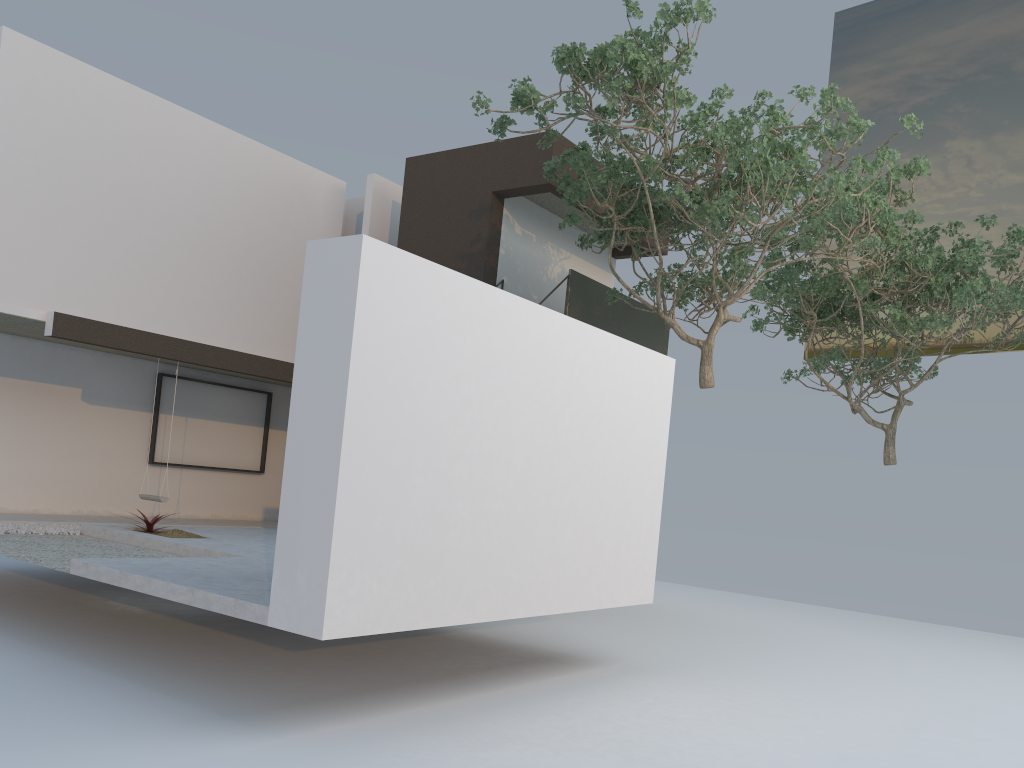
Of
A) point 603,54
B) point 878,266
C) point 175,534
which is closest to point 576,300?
point 603,54

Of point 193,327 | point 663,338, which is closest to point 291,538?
point 193,327

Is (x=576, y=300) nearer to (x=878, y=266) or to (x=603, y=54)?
(x=603, y=54)

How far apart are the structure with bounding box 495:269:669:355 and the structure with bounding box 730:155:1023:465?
1.89m

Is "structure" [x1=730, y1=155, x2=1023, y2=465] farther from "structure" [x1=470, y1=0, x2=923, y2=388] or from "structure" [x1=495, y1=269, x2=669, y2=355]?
"structure" [x1=495, y1=269, x2=669, y2=355]

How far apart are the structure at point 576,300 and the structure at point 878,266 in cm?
189

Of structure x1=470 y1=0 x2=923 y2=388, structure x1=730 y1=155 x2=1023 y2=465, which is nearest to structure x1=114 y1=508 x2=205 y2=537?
structure x1=470 y1=0 x2=923 y2=388

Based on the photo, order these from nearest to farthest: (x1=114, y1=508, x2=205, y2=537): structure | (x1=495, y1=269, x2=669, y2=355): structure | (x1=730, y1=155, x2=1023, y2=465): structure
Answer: (x1=114, y1=508, x2=205, y2=537): structure → (x1=495, y1=269, x2=669, y2=355): structure → (x1=730, y1=155, x2=1023, y2=465): structure

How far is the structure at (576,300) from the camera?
12.6 meters

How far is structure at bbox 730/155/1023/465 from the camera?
13.6 meters
